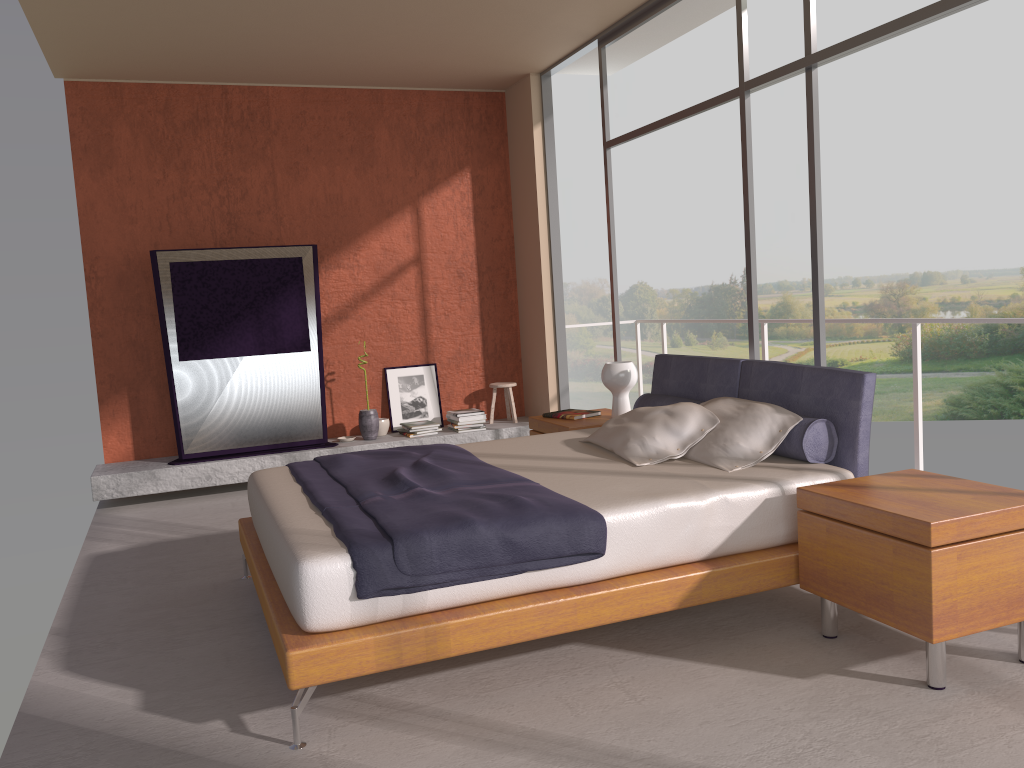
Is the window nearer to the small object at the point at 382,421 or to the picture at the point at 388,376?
the picture at the point at 388,376

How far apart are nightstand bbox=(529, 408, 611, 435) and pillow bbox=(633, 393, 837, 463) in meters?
0.4

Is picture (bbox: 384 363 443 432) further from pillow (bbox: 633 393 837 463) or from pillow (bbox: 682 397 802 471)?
pillow (bbox: 682 397 802 471)

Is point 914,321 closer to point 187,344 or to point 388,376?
point 388,376

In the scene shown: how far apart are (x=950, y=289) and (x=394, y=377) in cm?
1851

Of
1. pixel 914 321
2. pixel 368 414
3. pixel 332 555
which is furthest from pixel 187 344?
pixel 914 321

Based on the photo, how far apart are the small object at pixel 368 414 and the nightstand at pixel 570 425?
1.87m

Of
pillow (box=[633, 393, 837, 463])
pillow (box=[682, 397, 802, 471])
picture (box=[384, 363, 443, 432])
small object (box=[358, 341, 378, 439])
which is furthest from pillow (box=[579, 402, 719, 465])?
picture (box=[384, 363, 443, 432])

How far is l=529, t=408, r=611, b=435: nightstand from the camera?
5.3 meters

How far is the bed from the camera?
2.82m
